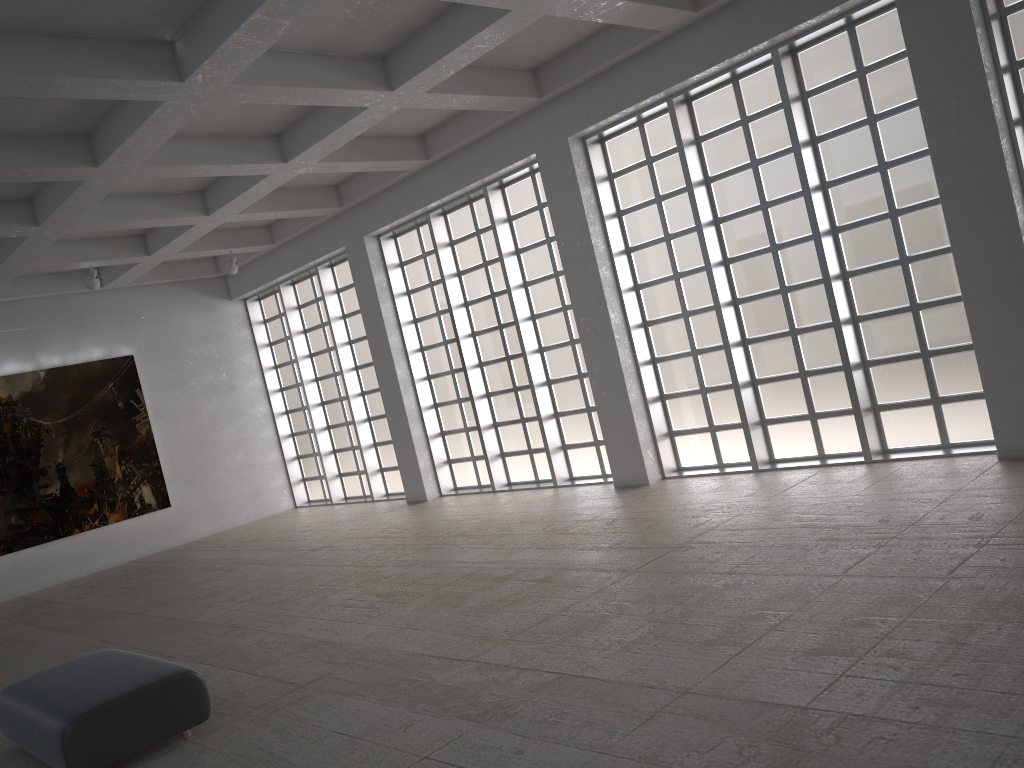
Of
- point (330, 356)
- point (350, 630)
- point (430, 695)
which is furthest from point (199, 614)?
point (330, 356)

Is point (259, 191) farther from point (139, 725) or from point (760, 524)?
point (139, 725)
